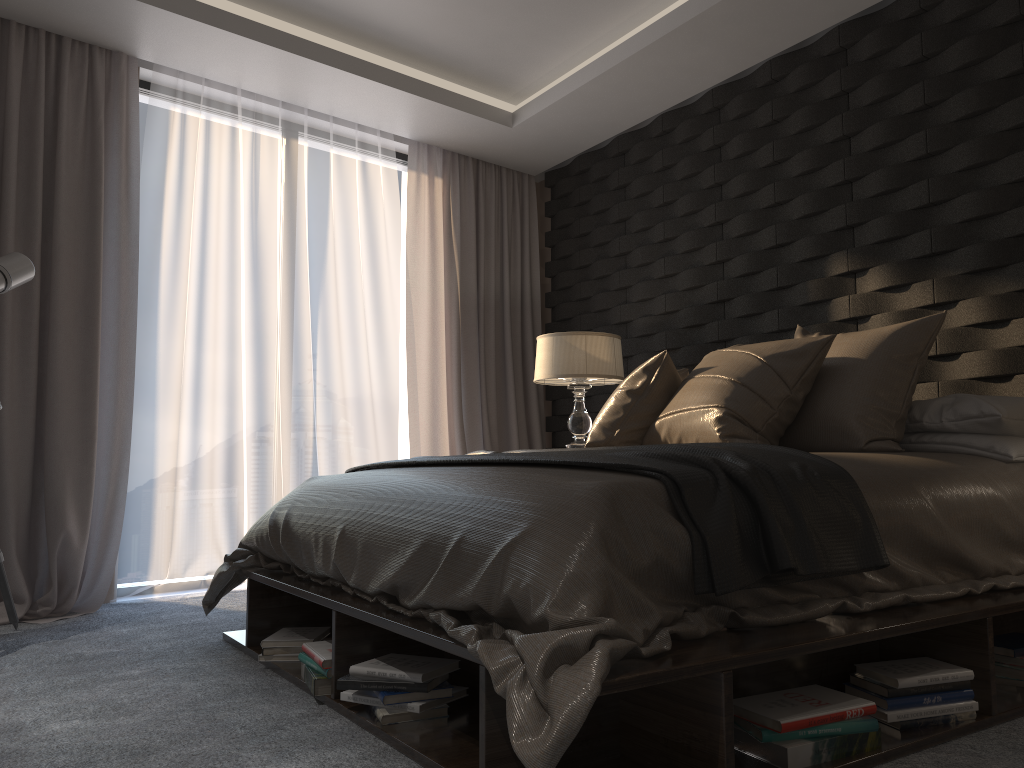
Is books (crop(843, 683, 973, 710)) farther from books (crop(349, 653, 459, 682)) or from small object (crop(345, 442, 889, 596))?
books (crop(349, 653, 459, 682))

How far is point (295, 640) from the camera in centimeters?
270cm

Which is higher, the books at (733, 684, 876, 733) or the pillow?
the pillow

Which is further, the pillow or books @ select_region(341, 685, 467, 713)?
the pillow

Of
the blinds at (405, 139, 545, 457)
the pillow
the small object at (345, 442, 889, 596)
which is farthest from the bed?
the blinds at (405, 139, 545, 457)

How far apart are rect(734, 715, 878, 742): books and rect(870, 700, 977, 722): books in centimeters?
14cm

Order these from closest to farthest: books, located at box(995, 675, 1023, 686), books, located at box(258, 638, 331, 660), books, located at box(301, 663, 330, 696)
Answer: books, located at box(995, 675, 1023, 686) < books, located at box(301, 663, 330, 696) < books, located at box(258, 638, 331, 660)

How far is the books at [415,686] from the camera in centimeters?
202cm

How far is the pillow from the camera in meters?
2.7

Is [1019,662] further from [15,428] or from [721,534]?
[15,428]
